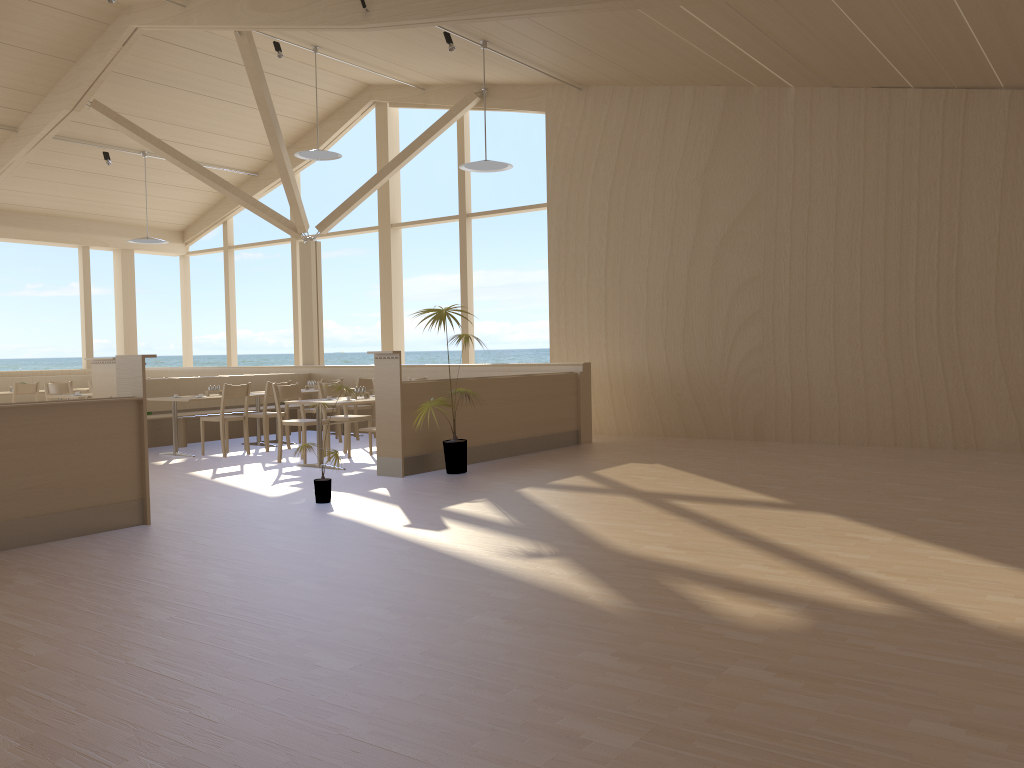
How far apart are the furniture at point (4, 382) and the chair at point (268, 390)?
6.2 meters

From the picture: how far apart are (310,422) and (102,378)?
3.2m

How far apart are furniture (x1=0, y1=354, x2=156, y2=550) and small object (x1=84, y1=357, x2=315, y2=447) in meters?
4.6

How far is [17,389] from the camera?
12.1m

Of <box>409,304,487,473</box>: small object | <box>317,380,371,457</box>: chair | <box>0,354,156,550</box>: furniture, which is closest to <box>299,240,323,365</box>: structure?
<box>317,380,371,457</box>: chair

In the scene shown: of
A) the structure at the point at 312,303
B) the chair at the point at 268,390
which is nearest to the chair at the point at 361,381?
the chair at the point at 268,390

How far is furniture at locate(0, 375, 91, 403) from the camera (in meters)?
13.62

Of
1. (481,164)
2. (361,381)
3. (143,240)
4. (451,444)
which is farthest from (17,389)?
(451,444)

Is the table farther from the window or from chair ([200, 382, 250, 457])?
the window

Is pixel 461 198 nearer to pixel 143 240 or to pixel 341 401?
pixel 143 240
